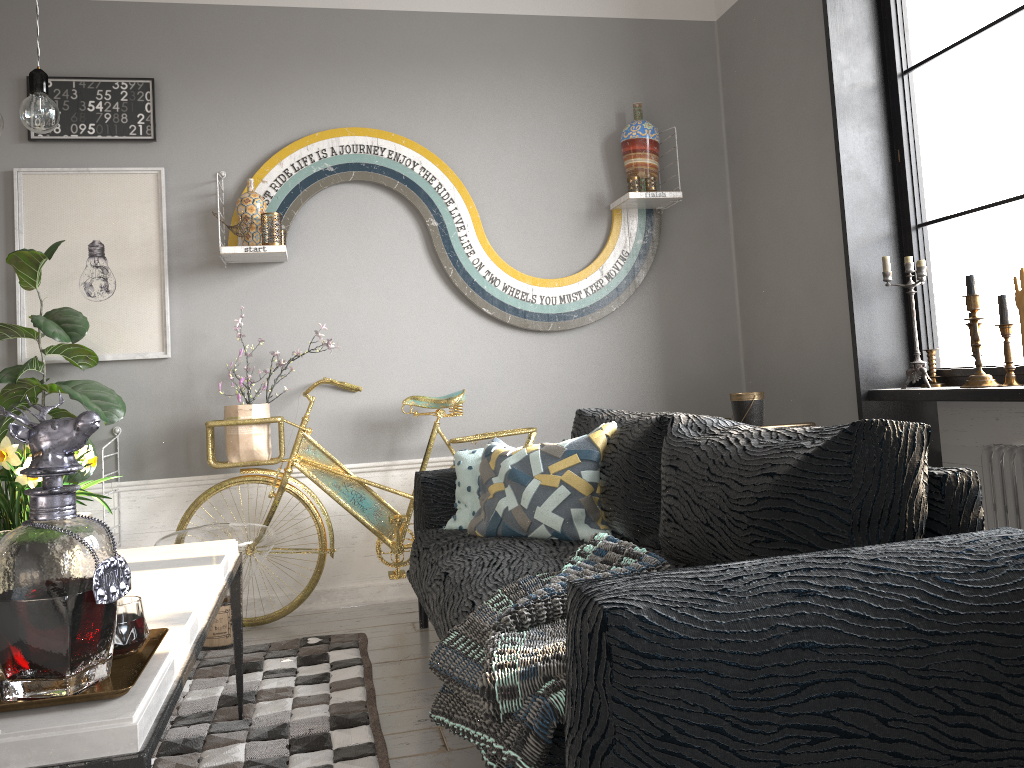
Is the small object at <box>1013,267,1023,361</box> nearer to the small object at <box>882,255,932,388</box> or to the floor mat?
the small object at <box>882,255,932,388</box>

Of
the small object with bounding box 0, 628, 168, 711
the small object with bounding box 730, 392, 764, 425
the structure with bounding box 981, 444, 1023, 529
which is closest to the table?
the small object with bounding box 0, 628, 168, 711

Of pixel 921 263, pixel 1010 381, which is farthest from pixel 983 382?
pixel 921 263

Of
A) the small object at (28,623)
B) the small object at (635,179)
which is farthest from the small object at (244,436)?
the small object at (28,623)

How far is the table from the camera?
1.1m

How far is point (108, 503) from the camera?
3.63m

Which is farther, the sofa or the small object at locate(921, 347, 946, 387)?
the small object at locate(921, 347, 946, 387)

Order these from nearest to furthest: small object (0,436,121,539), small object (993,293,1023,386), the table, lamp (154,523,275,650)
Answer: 1. the table
2. small object (0,436,121,539)
3. small object (993,293,1023,386)
4. lamp (154,523,275,650)

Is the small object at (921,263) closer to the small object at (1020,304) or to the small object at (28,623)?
the small object at (1020,304)

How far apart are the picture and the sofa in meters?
1.2
